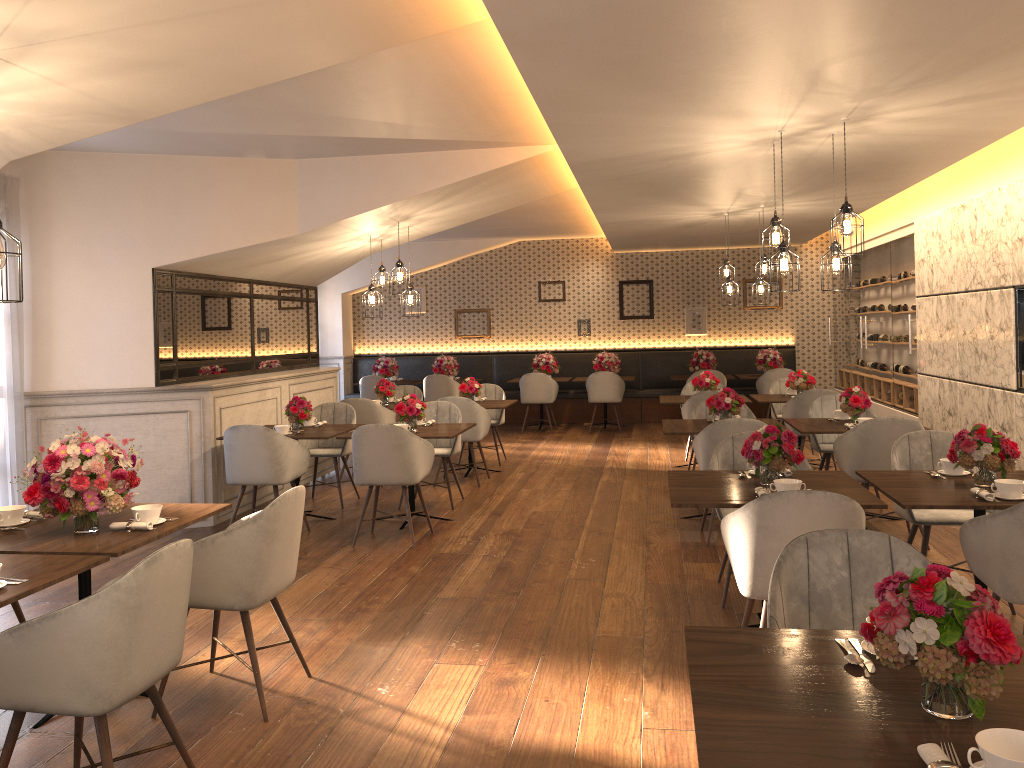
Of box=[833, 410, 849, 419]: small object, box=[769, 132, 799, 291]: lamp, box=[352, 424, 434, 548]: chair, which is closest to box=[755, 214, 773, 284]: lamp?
box=[833, 410, 849, 419]: small object

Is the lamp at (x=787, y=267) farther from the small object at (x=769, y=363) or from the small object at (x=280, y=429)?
the small object at (x=769, y=363)

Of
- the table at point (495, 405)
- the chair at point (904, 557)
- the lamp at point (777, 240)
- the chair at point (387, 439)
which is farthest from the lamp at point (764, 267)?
the chair at point (904, 557)

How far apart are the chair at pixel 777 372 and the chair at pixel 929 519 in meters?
7.1

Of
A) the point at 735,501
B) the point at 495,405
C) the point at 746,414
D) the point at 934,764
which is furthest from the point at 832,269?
the point at 495,405

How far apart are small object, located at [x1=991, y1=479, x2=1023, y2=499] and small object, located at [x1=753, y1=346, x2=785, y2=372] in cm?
887

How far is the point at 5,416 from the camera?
6.3 meters

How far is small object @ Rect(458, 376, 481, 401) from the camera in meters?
9.2

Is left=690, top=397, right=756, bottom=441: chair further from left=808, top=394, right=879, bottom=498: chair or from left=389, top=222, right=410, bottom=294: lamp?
left=389, top=222, right=410, bottom=294: lamp

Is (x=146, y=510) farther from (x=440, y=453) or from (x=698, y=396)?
(x=698, y=396)
